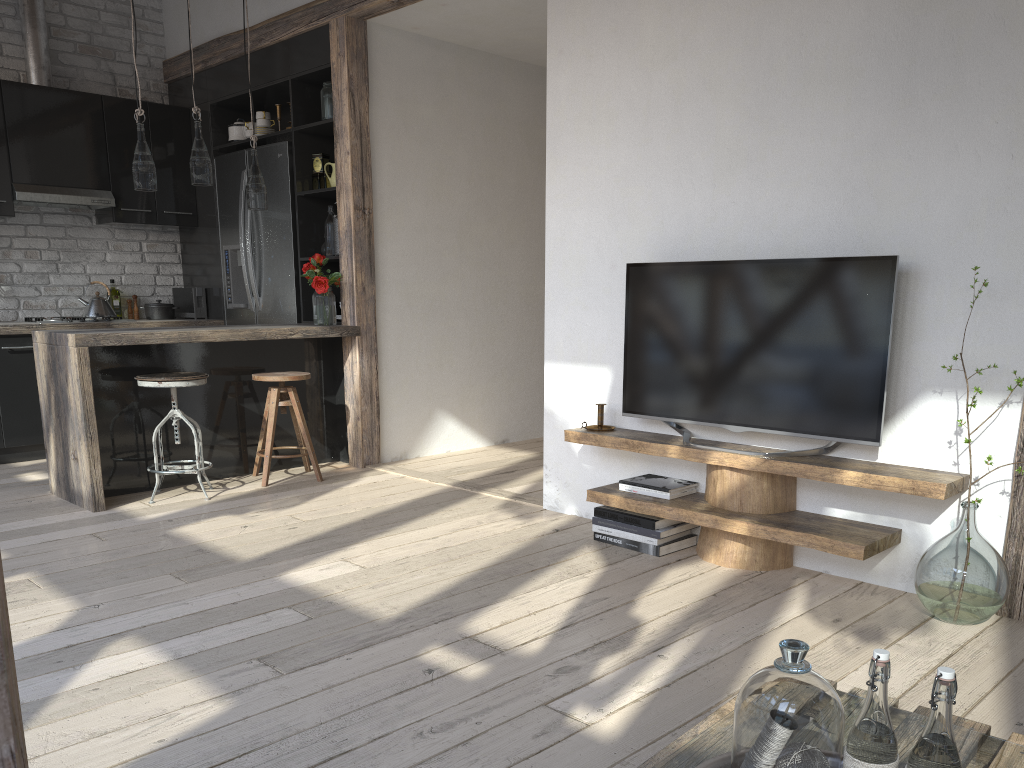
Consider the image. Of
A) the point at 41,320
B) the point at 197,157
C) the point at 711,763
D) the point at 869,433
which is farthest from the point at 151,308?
the point at 711,763

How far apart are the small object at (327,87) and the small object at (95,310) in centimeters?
206cm

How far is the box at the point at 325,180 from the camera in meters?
5.5 m

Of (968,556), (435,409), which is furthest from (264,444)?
(968,556)

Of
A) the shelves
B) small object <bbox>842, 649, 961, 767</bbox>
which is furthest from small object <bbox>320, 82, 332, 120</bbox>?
small object <bbox>842, 649, 961, 767</bbox>

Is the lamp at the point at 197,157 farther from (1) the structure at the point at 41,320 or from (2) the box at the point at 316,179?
(1) the structure at the point at 41,320

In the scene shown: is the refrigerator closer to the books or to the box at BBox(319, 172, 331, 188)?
the box at BBox(319, 172, 331, 188)

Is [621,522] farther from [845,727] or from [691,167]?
[845,727]

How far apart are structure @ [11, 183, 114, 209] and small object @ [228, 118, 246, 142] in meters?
0.9

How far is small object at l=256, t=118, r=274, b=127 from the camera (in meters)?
5.83
